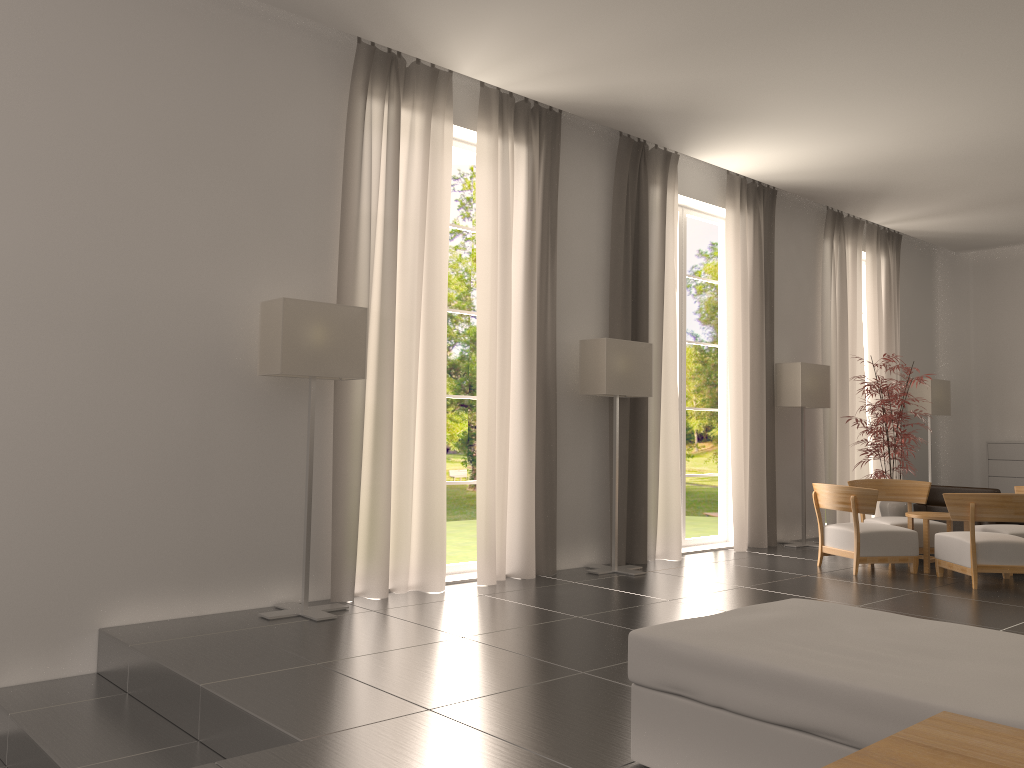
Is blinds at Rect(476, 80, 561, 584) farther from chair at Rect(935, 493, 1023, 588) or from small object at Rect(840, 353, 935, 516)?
small object at Rect(840, 353, 935, 516)

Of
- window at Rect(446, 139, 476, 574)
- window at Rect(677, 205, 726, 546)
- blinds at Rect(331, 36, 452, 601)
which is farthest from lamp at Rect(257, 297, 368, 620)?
window at Rect(677, 205, 726, 546)

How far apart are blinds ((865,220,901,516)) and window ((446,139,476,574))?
10.0m

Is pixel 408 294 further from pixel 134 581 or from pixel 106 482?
pixel 134 581

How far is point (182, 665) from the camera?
7.0m

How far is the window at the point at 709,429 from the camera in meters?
44.2 m

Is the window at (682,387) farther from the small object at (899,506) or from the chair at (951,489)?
the chair at (951,489)

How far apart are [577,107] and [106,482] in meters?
7.4 m

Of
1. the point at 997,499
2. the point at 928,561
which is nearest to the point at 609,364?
the point at 997,499

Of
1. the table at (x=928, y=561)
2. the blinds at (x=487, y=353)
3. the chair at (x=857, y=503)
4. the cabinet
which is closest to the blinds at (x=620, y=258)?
the blinds at (x=487, y=353)
